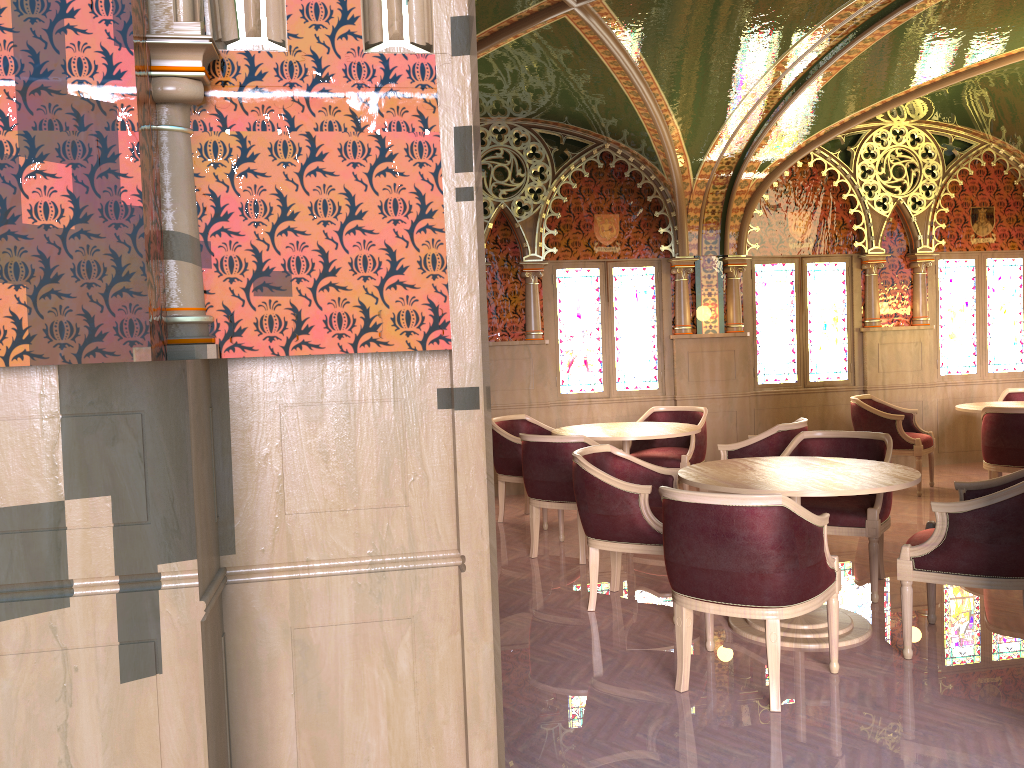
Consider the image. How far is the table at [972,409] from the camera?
7.4 meters

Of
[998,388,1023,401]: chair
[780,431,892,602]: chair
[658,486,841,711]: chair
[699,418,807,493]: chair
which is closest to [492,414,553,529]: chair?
[699,418,807,493]: chair

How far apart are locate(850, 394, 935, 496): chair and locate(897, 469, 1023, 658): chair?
3.62m

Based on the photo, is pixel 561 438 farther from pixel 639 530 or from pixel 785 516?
pixel 785 516

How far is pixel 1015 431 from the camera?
6.5m

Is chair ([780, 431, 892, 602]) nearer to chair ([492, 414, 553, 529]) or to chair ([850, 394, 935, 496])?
chair ([492, 414, 553, 529])

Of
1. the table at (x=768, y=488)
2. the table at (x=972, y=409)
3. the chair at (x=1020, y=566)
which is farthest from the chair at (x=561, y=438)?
the table at (x=972, y=409)

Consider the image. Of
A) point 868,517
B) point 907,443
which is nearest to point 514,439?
point 868,517

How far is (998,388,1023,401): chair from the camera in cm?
848

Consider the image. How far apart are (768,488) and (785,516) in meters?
0.6 m
